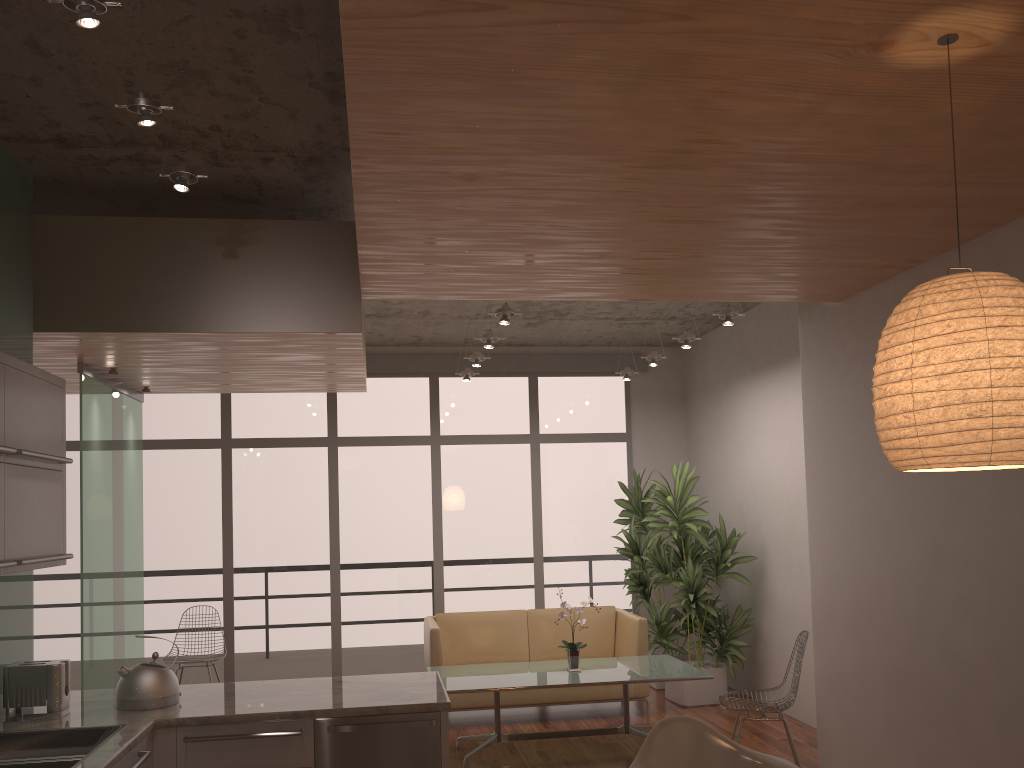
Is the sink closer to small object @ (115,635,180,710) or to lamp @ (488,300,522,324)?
small object @ (115,635,180,710)

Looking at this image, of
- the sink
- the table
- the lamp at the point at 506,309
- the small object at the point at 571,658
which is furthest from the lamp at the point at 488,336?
the sink

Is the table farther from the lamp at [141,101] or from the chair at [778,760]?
the lamp at [141,101]

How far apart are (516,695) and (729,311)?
3.35m

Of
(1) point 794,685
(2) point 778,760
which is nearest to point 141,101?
(2) point 778,760

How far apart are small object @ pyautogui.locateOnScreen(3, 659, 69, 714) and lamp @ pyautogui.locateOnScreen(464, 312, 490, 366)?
4.20m

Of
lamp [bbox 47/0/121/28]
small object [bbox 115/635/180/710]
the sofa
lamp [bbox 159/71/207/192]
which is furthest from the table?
lamp [bbox 47/0/121/28]

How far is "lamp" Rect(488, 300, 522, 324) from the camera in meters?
5.8

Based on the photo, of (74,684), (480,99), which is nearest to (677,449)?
(74,684)

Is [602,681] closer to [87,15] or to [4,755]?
[4,755]
